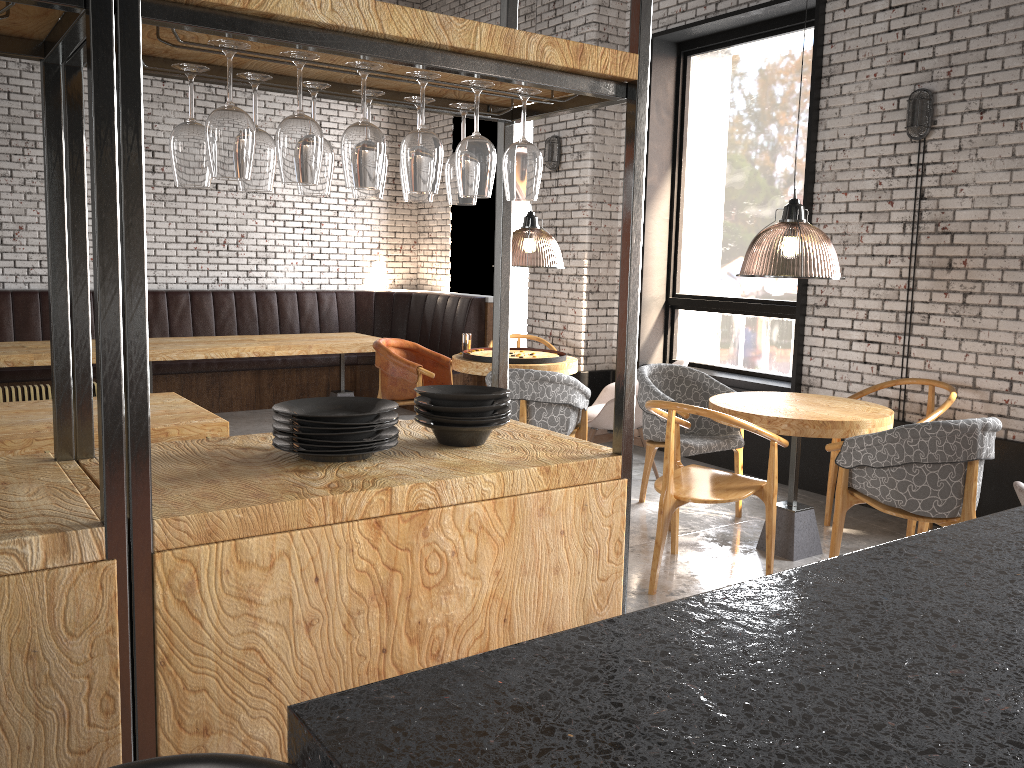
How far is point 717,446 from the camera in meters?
5.2

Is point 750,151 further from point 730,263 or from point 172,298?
point 172,298

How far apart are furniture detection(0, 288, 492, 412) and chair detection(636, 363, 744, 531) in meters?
3.5 m

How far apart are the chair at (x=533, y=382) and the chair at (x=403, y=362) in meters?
1.3 m

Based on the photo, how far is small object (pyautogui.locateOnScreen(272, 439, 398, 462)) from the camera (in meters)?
2.09

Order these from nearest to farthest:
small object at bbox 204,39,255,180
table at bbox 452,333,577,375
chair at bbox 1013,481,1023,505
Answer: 1. small object at bbox 204,39,255,180
2. chair at bbox 1013,481,1023,505
3. table at bbox 452,333,577,375

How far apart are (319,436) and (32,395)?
3.8m

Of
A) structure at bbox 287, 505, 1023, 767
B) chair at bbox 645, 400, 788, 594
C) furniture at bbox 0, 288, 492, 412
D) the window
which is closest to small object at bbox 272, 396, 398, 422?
structure at bbox 287, 505, 1023, 767

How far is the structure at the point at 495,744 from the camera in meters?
0.8

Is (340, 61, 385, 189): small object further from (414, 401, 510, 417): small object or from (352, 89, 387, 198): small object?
(414, 401, 510, 417): small object
